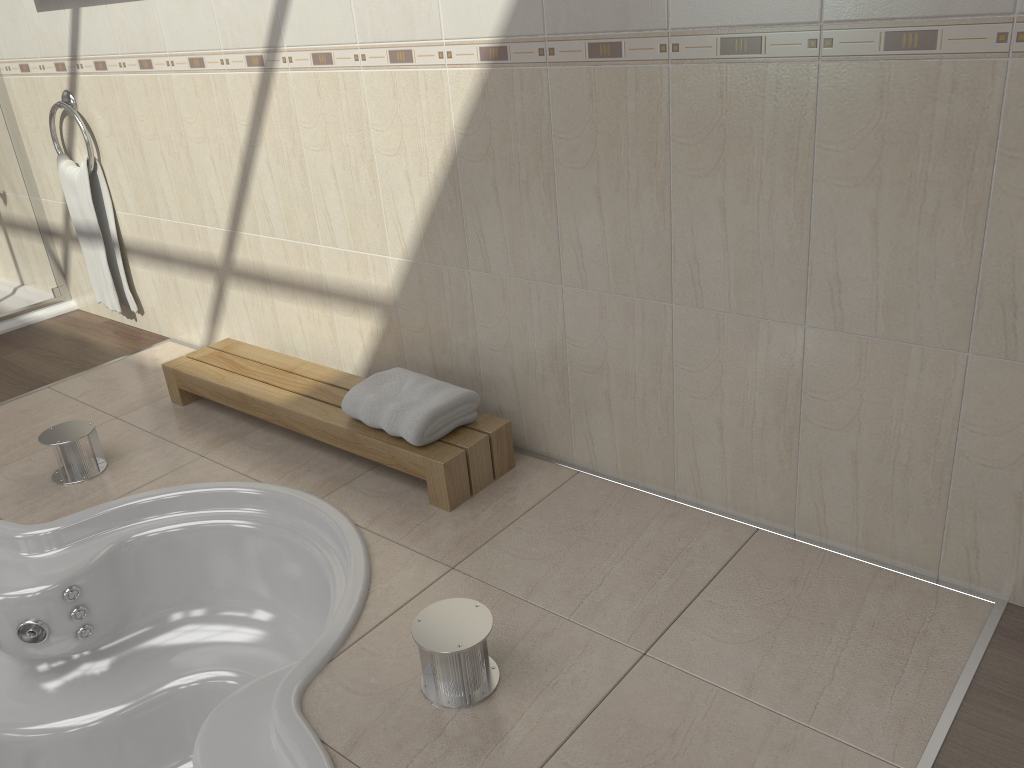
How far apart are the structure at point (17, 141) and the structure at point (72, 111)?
0.4m

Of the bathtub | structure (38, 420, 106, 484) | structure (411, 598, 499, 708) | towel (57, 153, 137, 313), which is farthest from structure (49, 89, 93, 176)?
structure (411, 598, 499, 708)

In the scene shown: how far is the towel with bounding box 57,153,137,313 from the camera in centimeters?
341cm

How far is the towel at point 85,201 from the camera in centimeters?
341cm

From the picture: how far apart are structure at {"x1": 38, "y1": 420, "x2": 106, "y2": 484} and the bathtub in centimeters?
23cm

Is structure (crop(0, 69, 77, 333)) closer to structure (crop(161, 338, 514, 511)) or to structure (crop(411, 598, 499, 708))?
structure (crop(161, 338, 514, 511))

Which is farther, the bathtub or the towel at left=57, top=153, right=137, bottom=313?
the towel at left=57, top=153, right=137, bottom=313

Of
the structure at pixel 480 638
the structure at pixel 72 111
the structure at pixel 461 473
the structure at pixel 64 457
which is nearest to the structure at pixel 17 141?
the structure at pixel 72 111

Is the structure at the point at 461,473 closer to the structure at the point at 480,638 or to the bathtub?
the bathtub

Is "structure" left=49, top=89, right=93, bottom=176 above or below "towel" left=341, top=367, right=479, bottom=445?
above
